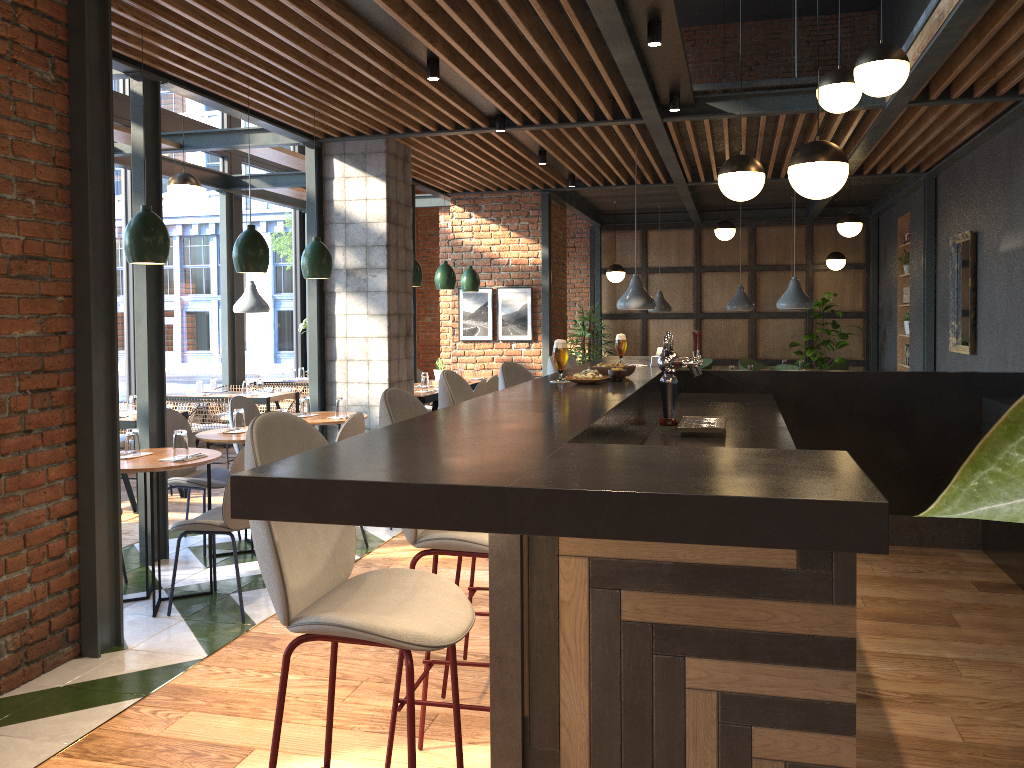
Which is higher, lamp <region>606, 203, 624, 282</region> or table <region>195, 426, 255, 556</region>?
lamp <region>606, 203, 624, 282</region>

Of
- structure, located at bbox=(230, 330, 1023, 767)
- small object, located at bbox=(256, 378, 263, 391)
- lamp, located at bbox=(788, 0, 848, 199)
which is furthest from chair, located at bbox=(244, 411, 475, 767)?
small object, located at bbox=(256, 378, 263, 391)

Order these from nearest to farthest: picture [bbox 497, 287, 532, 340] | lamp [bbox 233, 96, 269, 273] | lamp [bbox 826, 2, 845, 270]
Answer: lamp [bbox 233, 96, 269, 273]
picture [bbox 497, 287, 532, 340]
lamp [bbox 826, 2, 845, 270]

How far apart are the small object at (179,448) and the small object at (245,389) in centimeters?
427cm

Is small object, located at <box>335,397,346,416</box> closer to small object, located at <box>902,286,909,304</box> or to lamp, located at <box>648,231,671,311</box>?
lamp, located at <box>648,231,671,311</box>

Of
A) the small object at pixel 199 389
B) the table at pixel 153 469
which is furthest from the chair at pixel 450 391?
the small object at pixel 199 389

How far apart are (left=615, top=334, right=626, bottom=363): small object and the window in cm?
556

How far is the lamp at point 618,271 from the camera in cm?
1253

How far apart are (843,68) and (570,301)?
9.17m

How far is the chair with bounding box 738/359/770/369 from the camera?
12.84m
